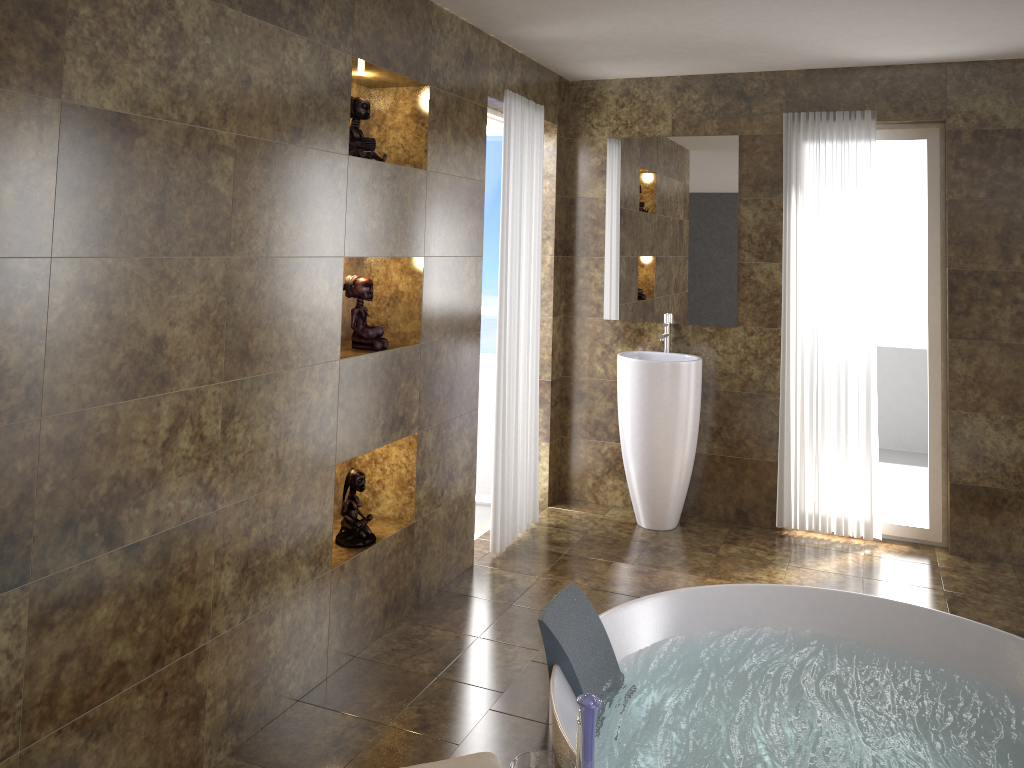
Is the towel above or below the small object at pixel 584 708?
below

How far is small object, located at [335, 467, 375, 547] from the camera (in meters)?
3.39

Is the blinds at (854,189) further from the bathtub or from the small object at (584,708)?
the small object at (584,708)

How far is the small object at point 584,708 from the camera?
1.99m

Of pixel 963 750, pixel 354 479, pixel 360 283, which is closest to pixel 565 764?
pixel 963 750

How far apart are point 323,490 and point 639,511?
2.3m

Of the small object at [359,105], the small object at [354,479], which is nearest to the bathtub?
the small object at [354,479]

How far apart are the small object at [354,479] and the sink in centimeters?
180cm

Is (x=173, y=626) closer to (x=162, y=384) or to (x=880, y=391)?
(x=162, y=384)

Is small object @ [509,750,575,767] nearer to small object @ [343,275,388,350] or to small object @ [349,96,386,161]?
small object @ [343,275,388,350]
